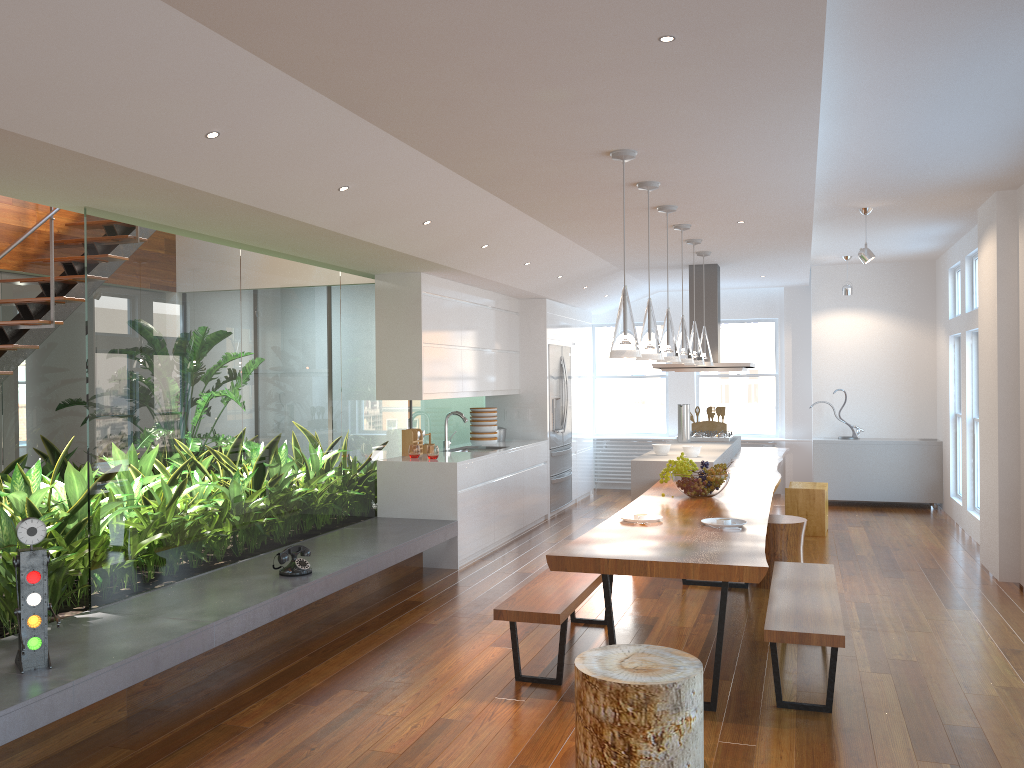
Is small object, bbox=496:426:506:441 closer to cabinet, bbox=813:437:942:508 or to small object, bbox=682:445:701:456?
small object, bbox=682:445:701:456

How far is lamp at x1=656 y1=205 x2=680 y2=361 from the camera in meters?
5.6

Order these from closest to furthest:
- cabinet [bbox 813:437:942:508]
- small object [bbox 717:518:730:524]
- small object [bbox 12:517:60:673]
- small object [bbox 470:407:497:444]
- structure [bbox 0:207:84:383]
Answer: small object [bbox 12:517:60:673], small object [bbox 717:518:730:524], structure [bbox 0:207:84:383], small object [bbox 470:407:497:444], cabinet [bbox 813:437:942:508]

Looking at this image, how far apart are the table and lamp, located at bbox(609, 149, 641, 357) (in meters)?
0.85

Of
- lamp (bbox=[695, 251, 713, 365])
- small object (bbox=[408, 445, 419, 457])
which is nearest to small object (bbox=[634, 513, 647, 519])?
small object (bbox=[408, 445, 419, 457])

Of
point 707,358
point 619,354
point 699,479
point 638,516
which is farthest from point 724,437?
point 619,354

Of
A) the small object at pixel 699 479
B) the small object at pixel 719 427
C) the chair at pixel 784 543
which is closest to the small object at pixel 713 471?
the small object at pixel 699 479

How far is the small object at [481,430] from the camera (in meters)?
8.47

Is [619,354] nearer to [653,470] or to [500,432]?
[653,470]

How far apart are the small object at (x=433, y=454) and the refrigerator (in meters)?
2.47
